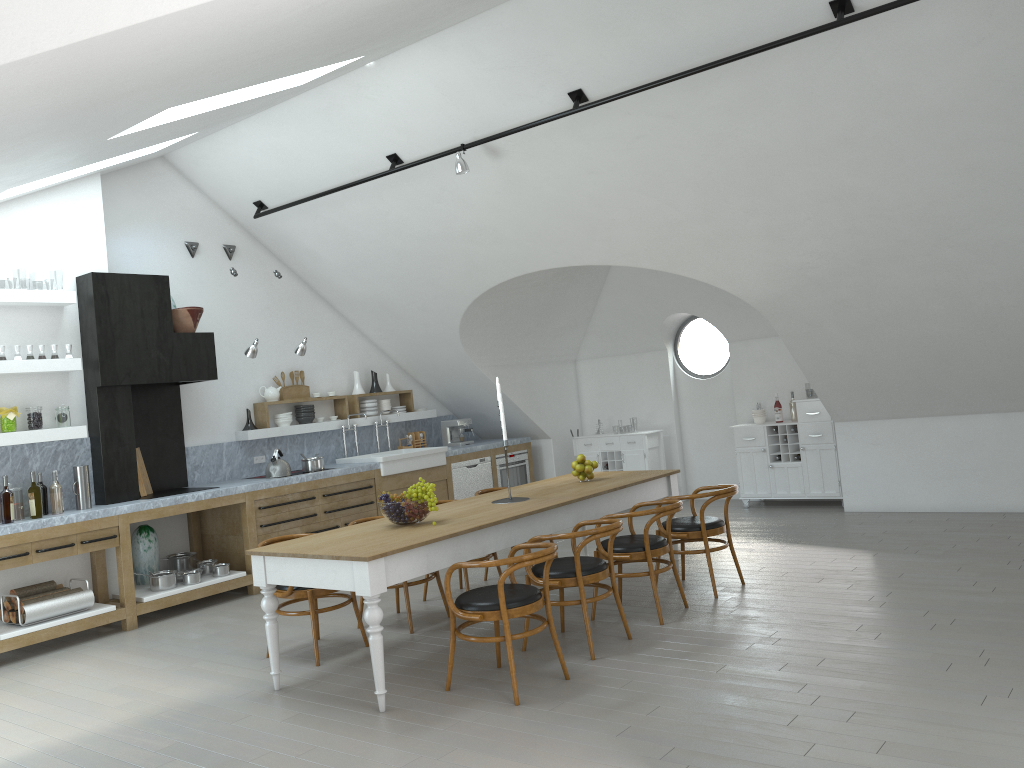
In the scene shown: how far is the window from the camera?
46.0m

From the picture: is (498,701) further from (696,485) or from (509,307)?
(696,485)

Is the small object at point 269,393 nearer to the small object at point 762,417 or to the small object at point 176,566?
the small object at point 176,566

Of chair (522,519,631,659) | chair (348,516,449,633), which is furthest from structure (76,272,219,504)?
chair (522,519,631,659)

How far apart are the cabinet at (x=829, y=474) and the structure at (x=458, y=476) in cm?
Result: 287

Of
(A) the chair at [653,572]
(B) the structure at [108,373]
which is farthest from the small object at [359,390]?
(A) the chair at [653,572]

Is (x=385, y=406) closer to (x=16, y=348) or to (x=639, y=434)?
(x=639, y=434)

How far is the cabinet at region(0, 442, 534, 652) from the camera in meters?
6.5 m

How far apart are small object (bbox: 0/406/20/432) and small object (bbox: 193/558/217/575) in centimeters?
200cm

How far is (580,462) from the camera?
6.84m
